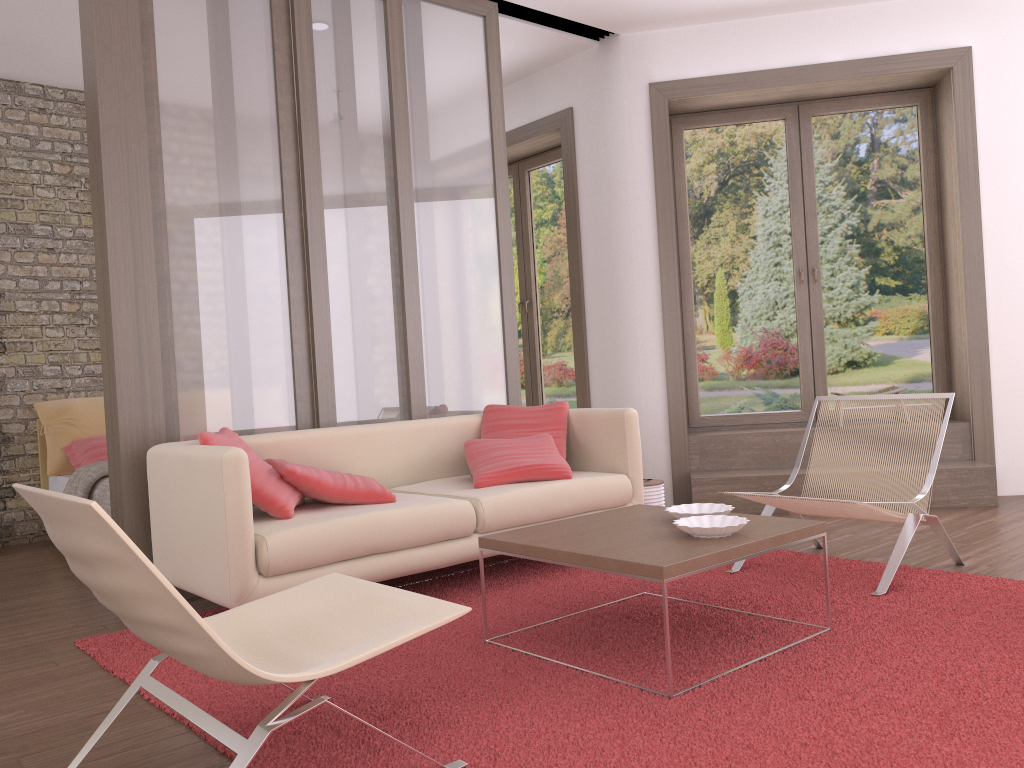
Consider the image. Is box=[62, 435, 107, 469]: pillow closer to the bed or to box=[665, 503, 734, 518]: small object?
the bed

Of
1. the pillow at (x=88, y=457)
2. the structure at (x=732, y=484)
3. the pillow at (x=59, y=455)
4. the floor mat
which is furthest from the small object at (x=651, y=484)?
the pillow at (x=59, y=455)

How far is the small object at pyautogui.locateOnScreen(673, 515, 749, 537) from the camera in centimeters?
282cm

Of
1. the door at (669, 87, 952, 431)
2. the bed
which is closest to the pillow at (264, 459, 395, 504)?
the bed

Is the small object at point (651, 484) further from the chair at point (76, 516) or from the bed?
the bed

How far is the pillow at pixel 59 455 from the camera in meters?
6.0

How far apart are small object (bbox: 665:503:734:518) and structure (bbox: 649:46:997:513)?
2.4m

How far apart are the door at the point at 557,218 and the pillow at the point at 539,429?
2.2m

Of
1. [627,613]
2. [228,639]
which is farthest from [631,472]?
[228,639]

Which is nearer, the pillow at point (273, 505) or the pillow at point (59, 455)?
the pillow at point (273, 505)
